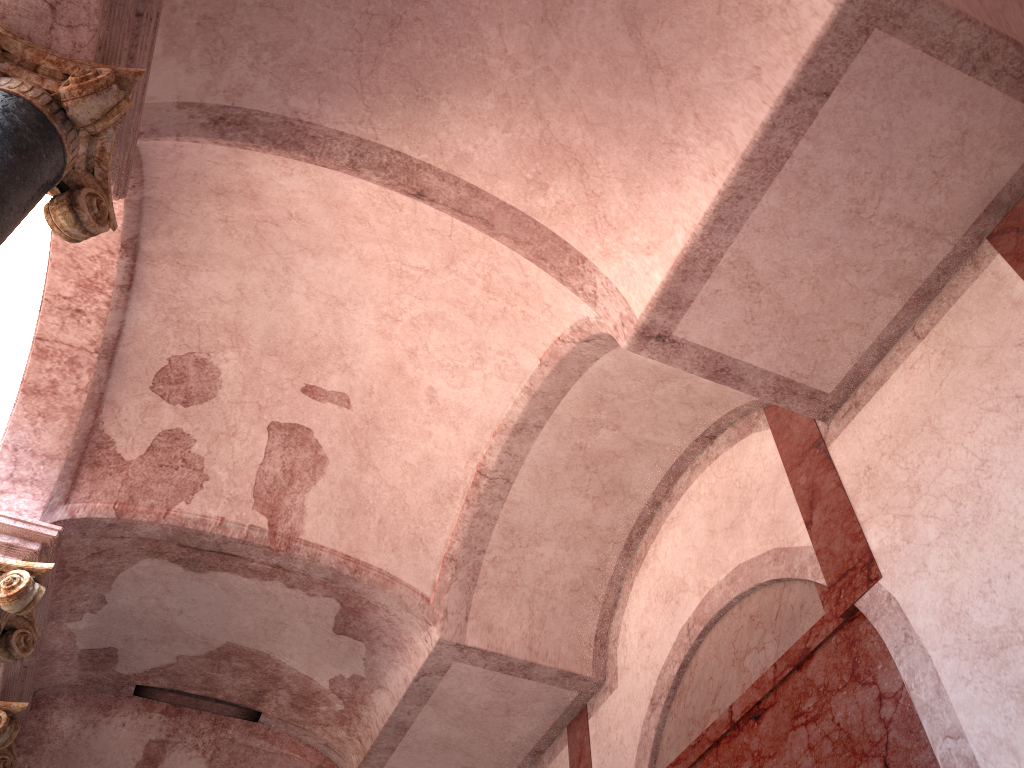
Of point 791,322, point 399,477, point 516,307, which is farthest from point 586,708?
point 791,322
